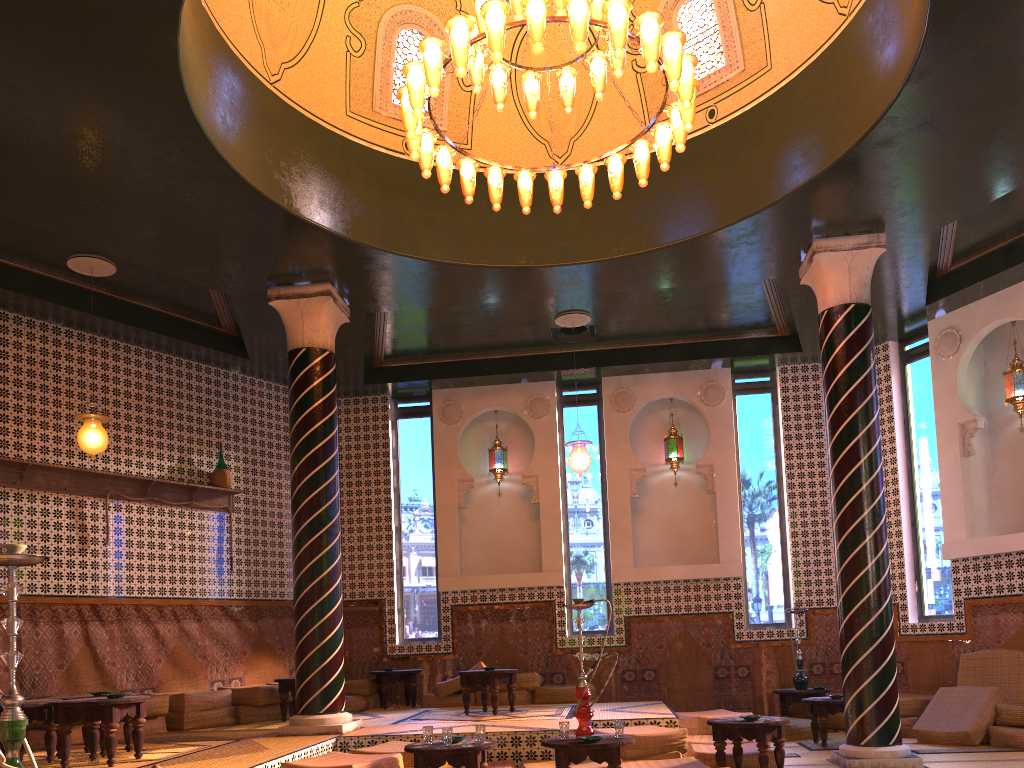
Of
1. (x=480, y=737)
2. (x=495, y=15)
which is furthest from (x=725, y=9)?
(x=480, y=737)

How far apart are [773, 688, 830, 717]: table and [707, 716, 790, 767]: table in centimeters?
396cm

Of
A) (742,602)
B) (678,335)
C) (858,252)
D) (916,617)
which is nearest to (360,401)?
(678,335)

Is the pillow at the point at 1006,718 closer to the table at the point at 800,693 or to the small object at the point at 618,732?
the table at the point at 800,693

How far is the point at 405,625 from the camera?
14.2 meters

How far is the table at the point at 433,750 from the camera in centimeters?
692cm

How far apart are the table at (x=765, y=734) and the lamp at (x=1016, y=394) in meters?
5.9

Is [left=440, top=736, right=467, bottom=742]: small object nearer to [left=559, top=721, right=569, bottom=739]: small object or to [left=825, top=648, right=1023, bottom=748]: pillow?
[left=559, top=721, right=569, bottom=739]: small object

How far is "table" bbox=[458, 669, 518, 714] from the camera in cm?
1099

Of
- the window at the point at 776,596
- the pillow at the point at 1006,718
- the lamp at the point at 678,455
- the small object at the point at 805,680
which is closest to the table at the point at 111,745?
the pillow at the point at 1006,718
